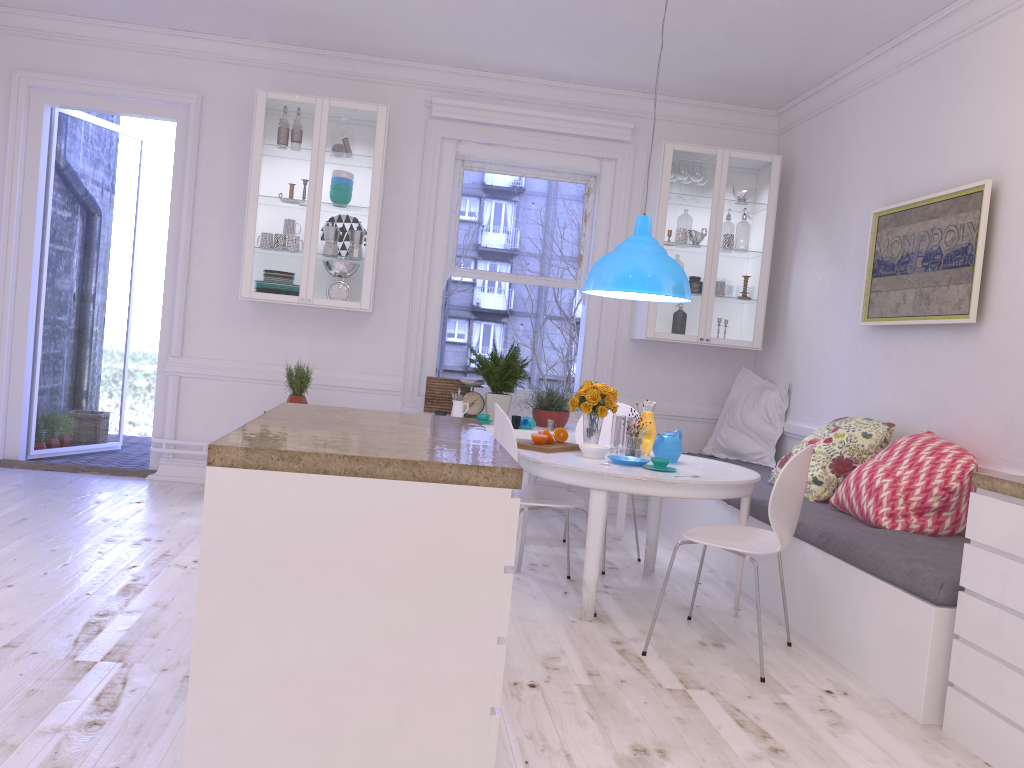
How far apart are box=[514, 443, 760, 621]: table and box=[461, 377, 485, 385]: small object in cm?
147

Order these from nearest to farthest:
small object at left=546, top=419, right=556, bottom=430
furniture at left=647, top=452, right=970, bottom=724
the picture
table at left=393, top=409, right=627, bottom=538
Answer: furniture at left=647, top=452, right=970, bottom=724, the picture, table at left=393, top=409, right=627, bottom=538, small object at left=546, top=419, right=556, bottom=430

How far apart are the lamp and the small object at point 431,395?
1.5 meters

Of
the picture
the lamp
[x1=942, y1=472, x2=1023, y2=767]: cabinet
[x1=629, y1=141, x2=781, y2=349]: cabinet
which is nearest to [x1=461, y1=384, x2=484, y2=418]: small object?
[x1=629, y1=141, x2=781, y2=349]: cabinet

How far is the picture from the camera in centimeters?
395cm

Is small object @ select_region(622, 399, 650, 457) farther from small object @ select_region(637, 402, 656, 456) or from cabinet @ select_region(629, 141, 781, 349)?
cabinet @ select_region(629, 141, 781, 349)

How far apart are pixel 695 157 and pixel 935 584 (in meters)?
3.67

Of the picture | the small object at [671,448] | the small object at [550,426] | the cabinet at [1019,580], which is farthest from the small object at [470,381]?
the cabinet at [1019,580]

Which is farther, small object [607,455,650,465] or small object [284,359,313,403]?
small object [284,359,313,403]

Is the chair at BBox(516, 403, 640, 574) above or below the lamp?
below
